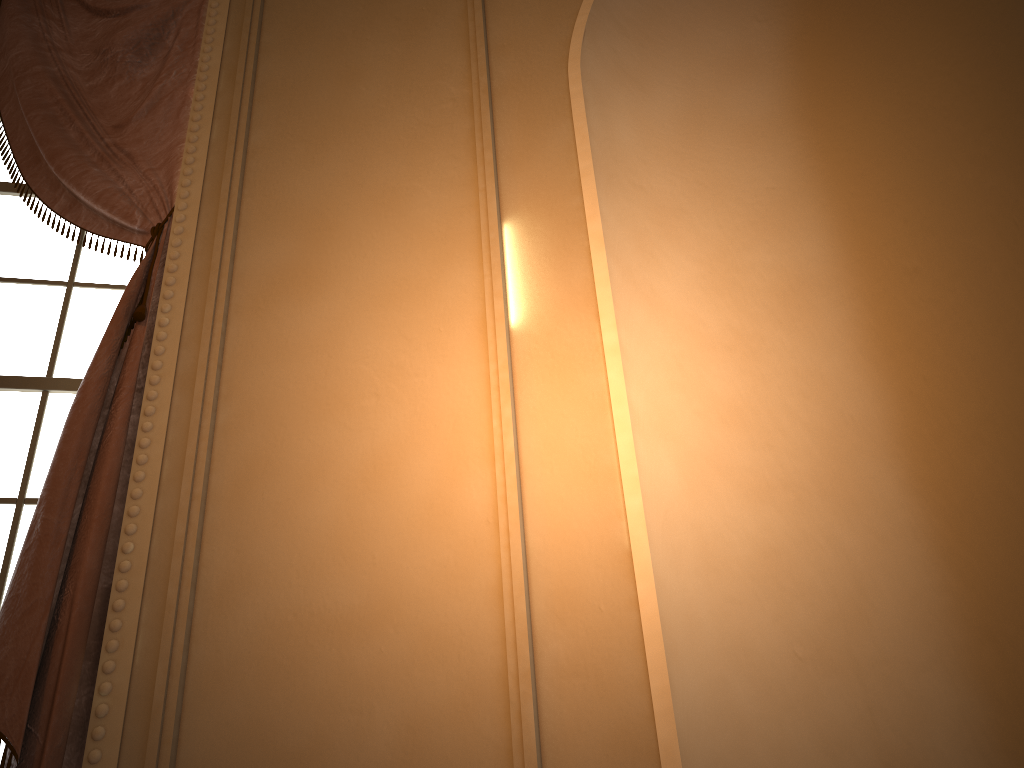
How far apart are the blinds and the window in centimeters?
10cm

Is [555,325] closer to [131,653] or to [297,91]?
[131,653]

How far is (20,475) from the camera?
2.03m

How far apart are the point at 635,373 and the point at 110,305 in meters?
1.5 m

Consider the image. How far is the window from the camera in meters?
2.0 m

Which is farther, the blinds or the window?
the window

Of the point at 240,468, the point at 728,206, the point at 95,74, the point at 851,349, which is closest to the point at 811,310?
the point at 851,349

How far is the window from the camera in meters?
2.0

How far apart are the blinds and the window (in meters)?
0.10
